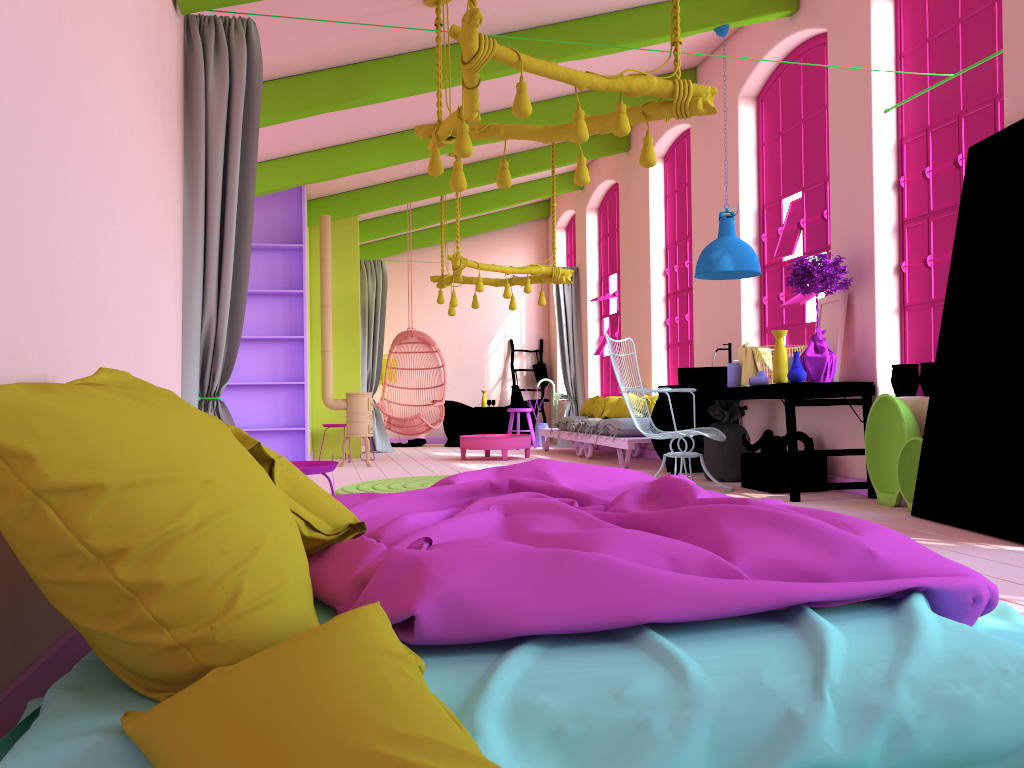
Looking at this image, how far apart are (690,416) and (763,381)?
1.6m

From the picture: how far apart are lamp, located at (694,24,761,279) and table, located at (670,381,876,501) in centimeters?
93cm

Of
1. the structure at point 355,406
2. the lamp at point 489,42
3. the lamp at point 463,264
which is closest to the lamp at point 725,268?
the lamp at point 489,42

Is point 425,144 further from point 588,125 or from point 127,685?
point 127,685

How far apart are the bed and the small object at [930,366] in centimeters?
313cm

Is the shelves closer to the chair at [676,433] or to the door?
the chair at [676,433]

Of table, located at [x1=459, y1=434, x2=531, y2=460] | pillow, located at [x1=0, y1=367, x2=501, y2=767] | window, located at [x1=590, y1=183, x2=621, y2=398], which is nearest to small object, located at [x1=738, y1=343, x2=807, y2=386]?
table, located at [x1=459, y1=434, x2=531, y2=460]

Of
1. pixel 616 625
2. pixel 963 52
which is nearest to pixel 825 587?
pixel 616 625

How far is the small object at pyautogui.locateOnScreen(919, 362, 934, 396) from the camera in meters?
5.7 m

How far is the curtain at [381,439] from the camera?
12.67m
